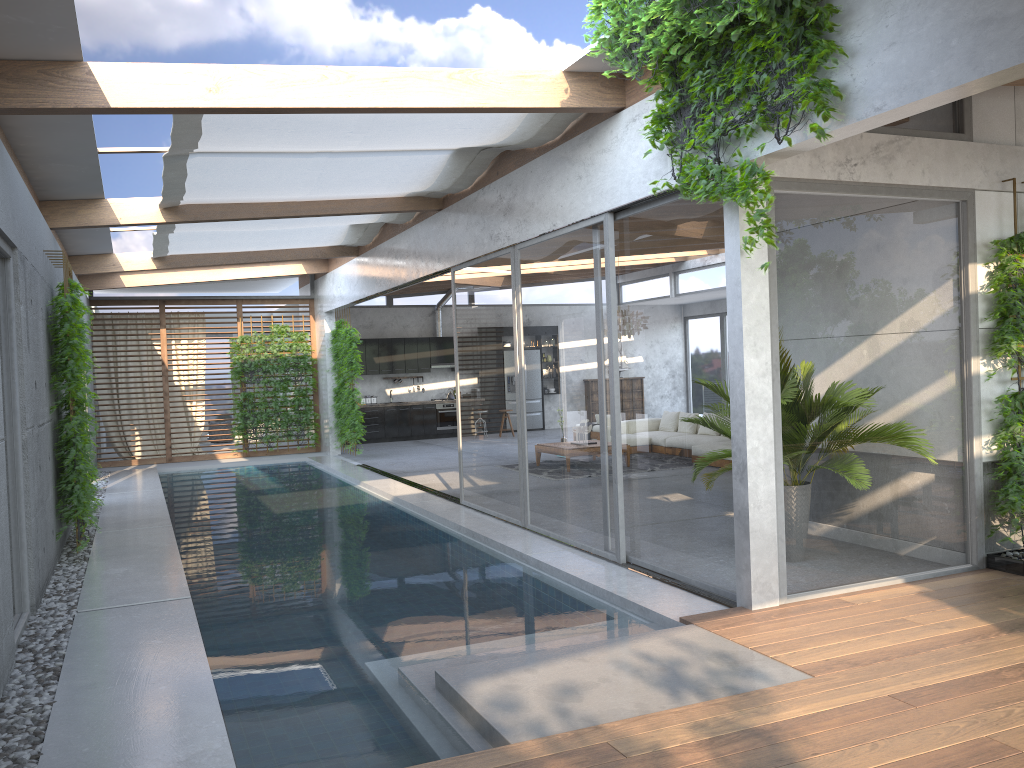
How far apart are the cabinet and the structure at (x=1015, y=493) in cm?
1454

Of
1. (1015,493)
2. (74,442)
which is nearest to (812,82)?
(1015,493)

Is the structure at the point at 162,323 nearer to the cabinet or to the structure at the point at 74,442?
the structure at the point at 74,442

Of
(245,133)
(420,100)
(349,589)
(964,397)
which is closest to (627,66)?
(420,100)

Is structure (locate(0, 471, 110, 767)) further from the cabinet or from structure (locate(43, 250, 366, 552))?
the cabinet

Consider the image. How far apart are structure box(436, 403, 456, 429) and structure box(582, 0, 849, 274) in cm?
1440

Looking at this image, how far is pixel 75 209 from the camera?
8.9m

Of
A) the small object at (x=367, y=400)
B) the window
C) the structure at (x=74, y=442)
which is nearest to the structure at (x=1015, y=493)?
the window

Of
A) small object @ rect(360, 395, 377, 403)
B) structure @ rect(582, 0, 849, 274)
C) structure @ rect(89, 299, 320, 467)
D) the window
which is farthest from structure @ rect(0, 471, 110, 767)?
small object @ rect(360, 395, 377, 403)

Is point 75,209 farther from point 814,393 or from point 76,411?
point 814,393
